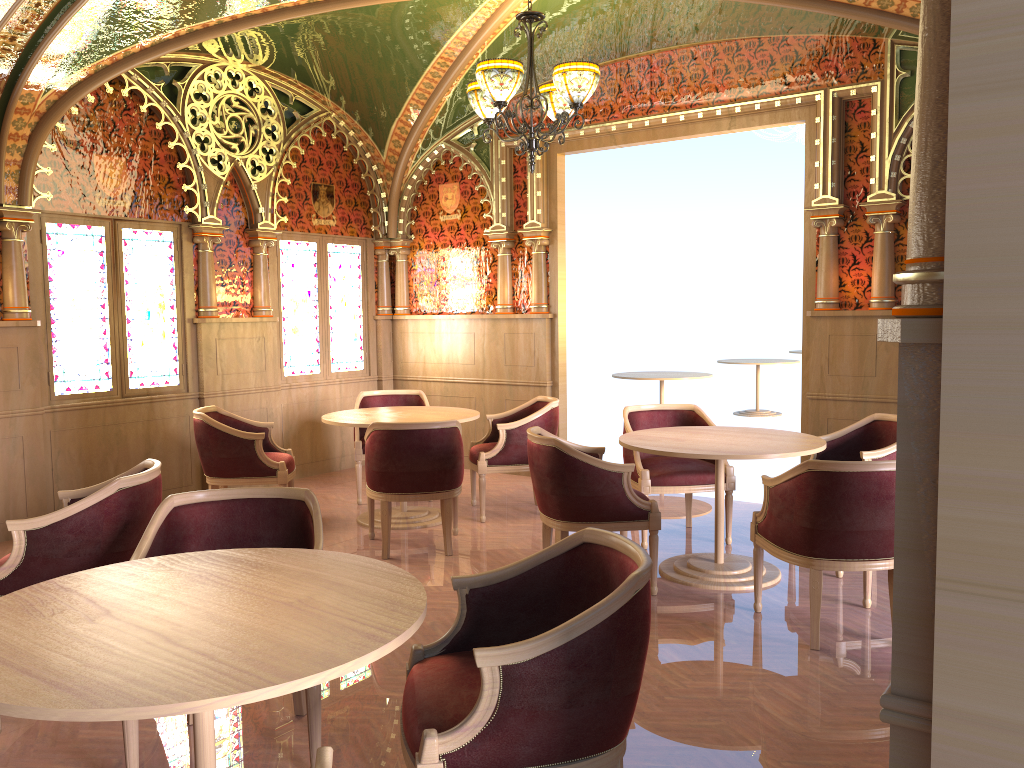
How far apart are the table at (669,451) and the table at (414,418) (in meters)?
1.38

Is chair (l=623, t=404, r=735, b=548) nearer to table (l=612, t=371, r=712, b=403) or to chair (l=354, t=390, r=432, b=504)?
chair (l=354, t=390, r=432, b=504)

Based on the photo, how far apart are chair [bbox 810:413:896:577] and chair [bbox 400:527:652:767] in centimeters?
282cm

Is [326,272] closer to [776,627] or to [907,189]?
[907,189]

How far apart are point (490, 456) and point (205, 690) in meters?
4.6 m

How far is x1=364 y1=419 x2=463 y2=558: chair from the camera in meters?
5.3 m

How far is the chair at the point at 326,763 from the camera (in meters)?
1.57

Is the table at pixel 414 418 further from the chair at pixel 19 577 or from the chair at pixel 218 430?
the chair at pixel 19 577

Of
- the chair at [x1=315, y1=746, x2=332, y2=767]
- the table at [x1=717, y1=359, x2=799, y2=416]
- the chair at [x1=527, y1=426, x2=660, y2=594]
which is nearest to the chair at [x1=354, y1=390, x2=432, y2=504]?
the chair at [x1=527, y1=426, x2=660, y2=594]

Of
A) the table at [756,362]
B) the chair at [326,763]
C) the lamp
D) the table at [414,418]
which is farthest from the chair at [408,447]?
the table at [756,362]
